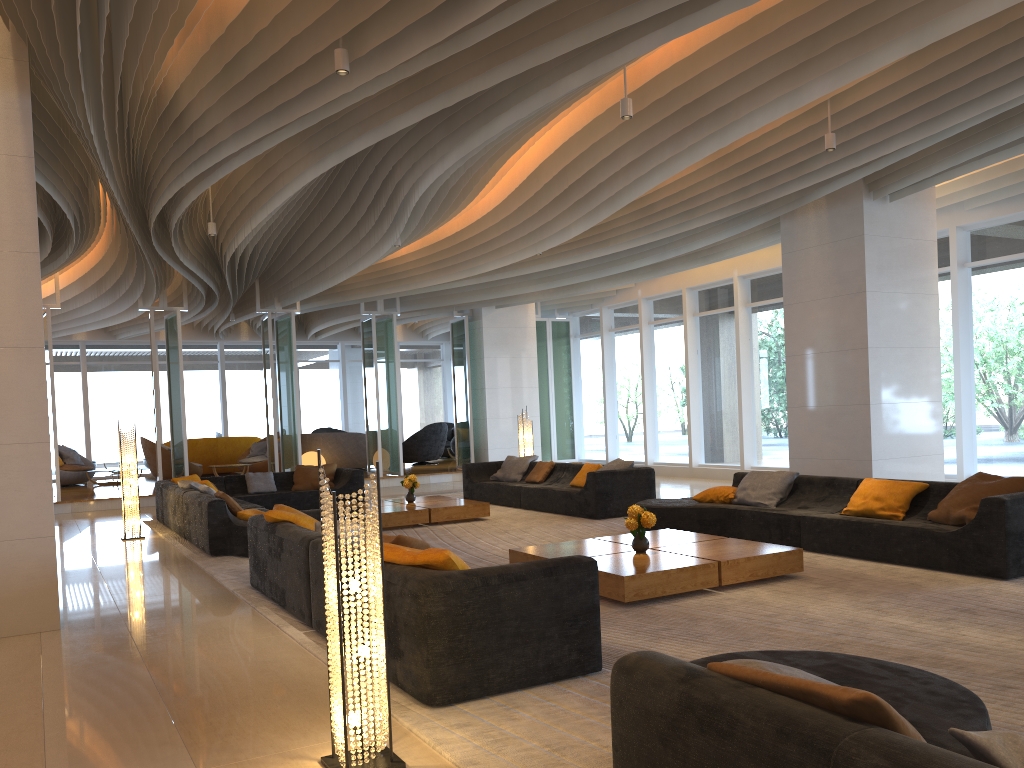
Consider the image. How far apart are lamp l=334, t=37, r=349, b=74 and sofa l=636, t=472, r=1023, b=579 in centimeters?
500cm

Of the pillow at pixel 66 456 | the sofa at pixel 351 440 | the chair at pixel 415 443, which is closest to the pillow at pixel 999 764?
the sofa at pixel 351 440

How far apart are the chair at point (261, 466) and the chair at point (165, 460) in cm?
136

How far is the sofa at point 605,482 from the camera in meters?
10.5

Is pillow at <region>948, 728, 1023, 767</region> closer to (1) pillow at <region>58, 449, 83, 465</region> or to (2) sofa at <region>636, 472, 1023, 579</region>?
(2) sofa at <region>636, 472, 1023, 579</region>

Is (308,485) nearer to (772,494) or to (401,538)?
(772,494)

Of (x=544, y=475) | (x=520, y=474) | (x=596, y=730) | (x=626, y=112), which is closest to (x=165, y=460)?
(x=520, y=474)

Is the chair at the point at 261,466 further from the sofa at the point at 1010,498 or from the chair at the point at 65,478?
the sofa at the point at 1010,498

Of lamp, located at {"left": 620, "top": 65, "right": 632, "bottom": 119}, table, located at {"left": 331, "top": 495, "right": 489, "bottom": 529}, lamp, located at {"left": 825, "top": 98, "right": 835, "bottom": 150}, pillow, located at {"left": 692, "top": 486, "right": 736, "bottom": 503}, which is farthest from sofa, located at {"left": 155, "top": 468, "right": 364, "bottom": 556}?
lamp, located at {"left": 825, "top": 98, "right": 835, "bottom": 150}

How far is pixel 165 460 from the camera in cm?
1730
